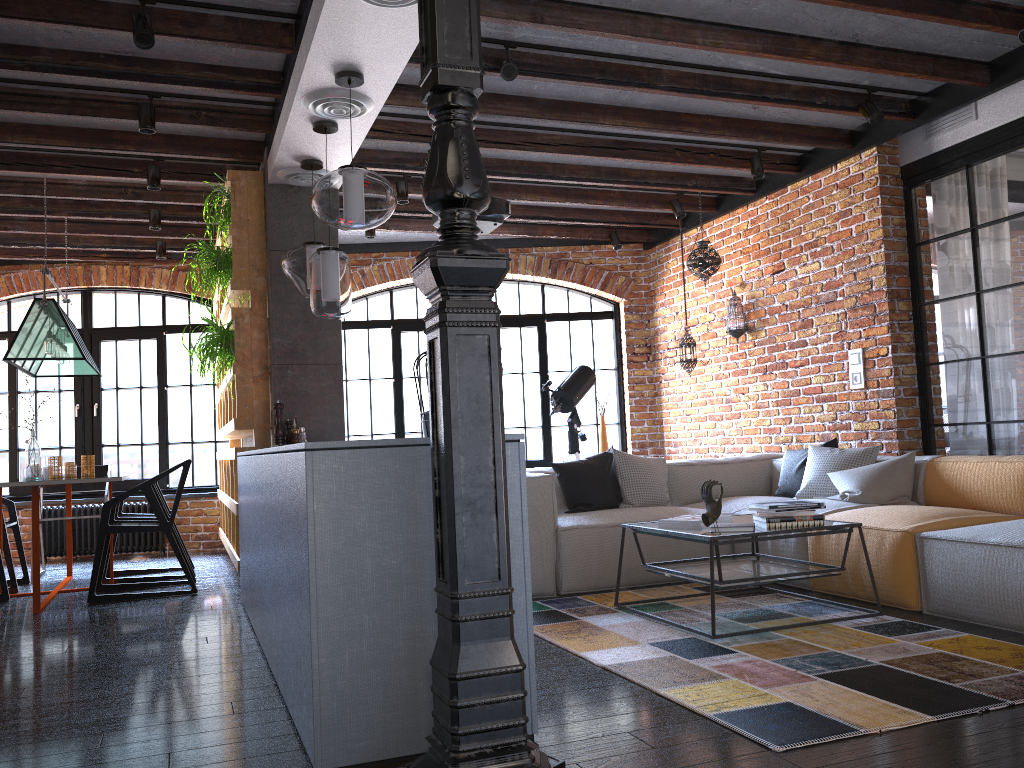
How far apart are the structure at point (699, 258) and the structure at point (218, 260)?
3.4 meters

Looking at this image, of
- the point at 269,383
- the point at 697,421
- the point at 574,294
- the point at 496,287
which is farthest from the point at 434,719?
the point at 574,294

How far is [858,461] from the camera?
5.13m

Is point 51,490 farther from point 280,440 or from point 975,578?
point 975,578

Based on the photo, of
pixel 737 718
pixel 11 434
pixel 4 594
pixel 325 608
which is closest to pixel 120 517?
pixel 4 594

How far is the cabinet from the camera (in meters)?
2.26

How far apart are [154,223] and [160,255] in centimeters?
102cm

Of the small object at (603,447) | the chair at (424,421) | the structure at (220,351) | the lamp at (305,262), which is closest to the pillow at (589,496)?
the chair at (424,421)

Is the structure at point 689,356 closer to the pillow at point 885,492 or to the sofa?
the sofa

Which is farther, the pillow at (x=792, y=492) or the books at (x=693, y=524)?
the pillow at (x=792, y=492)
